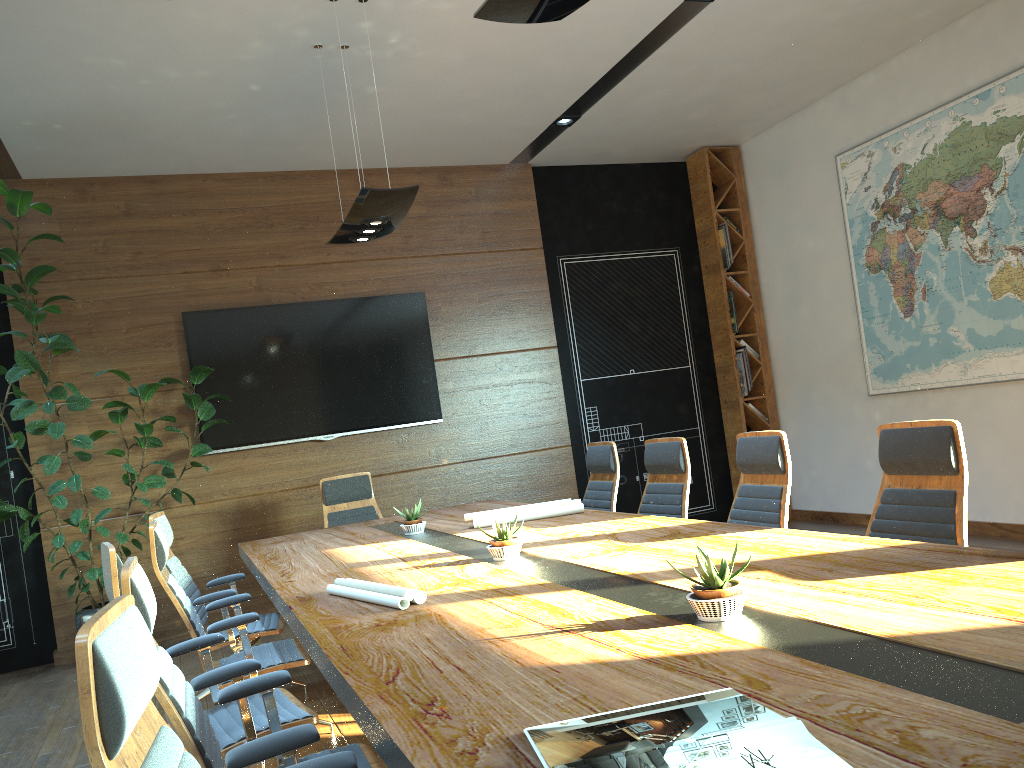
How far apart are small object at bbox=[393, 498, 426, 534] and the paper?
0.3 meters

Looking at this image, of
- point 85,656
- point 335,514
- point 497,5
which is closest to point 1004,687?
point 85,656

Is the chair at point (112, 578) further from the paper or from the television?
the television

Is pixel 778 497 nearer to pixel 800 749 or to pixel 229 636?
pixel 229 636

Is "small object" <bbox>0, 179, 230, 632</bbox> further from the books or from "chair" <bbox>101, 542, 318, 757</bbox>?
the books

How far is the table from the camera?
1.4m

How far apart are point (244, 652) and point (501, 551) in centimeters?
121cm

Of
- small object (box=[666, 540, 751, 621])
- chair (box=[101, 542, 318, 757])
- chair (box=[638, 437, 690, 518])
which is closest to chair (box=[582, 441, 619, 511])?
chair (box=[638, 437, 690, 518])

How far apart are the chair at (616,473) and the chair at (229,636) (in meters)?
2.10

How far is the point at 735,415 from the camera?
8.61m
